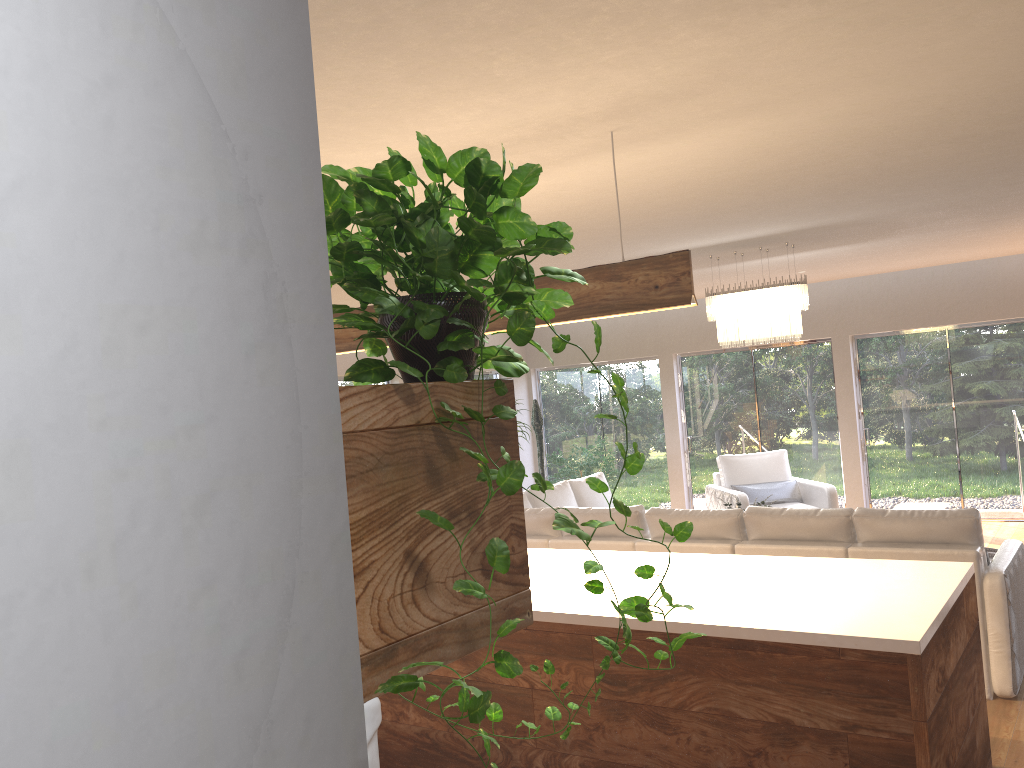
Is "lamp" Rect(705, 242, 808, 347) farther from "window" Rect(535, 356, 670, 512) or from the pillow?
"window" Rect(535, 356, 670, 512)

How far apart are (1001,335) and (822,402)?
2.0m

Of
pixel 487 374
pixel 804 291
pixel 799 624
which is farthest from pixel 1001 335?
pixel 799 624

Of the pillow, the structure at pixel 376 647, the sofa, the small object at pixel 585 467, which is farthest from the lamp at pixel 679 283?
the small object at pixel 585 467

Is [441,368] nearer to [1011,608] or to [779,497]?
[1011,608]

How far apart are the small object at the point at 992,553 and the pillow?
3.2m

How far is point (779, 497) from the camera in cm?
896

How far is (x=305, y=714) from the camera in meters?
0.7 m

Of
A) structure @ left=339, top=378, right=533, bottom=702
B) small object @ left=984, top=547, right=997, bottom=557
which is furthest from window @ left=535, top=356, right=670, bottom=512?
structure @ left=339, top=378, right=533, bottom=702

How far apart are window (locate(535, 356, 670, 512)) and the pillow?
2.6 meters
